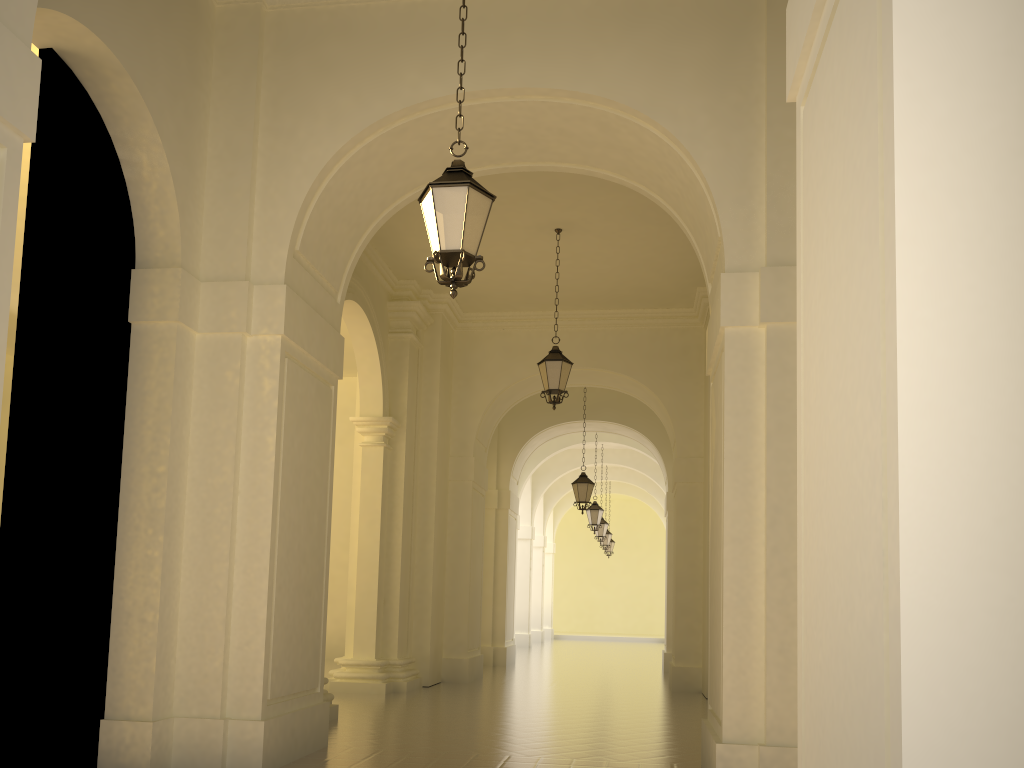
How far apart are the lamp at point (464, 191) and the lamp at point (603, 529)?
21.5 meters

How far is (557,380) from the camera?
11.98m

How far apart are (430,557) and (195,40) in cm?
898

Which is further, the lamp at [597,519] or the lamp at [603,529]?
the lamp at [603,529]

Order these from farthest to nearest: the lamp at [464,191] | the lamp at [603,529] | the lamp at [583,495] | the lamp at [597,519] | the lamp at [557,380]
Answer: the lamp at [603,529] → the lamp at [597,519] → the lamp at [583,495] → the lamp at [557,380] → the lamp at [464,191]

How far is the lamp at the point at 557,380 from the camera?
12.0 meters

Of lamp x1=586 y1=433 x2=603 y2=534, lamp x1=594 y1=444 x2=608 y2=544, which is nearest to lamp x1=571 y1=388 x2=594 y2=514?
lamp x1=586 y1=433 x2=603 y2=534

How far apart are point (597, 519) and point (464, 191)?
18.07m

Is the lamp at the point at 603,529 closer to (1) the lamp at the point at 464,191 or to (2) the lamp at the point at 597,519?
(2) the lamp at the point at 597,519

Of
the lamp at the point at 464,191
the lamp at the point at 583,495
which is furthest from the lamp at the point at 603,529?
the lamp at the point at 464,191
